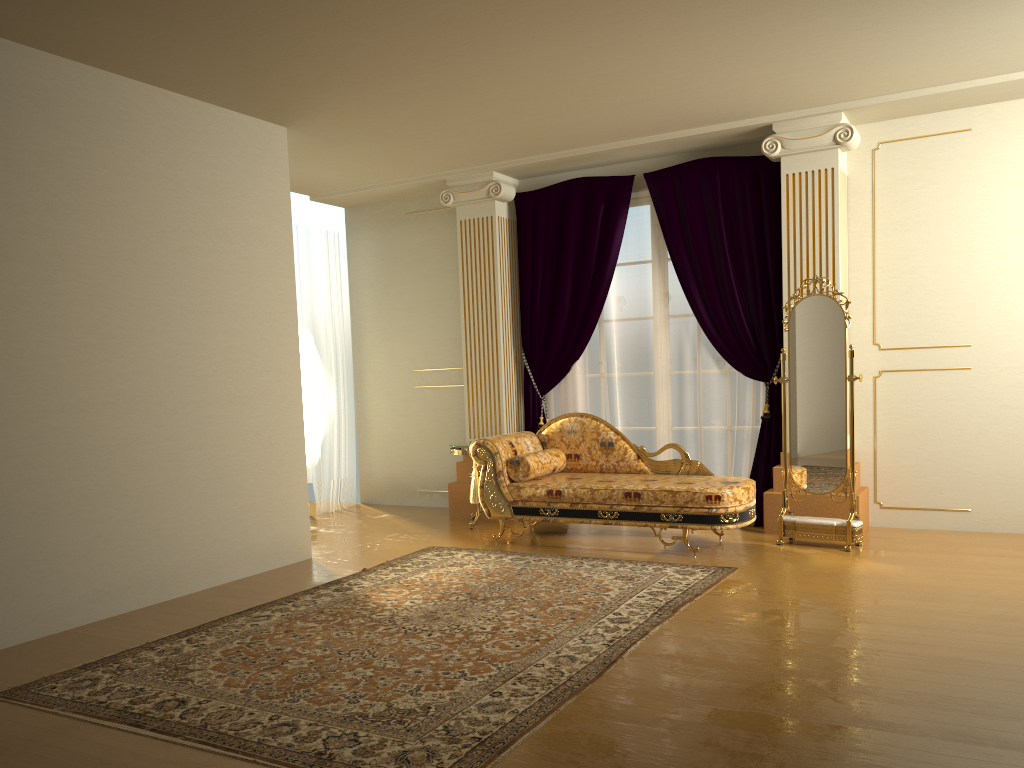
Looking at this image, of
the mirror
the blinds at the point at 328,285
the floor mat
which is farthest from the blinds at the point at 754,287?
the blinds at the point at 328,285

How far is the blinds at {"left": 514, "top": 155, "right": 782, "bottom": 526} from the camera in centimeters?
626cm

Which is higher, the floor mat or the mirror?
the mirror

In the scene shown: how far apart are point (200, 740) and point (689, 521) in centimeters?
326cm

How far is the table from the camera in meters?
6.6

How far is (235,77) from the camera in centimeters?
477cm

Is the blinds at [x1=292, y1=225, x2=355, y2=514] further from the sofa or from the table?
the sofa

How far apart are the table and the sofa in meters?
0.4

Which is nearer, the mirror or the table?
the mirror

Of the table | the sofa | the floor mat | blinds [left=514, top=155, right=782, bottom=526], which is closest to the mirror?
the sofa
